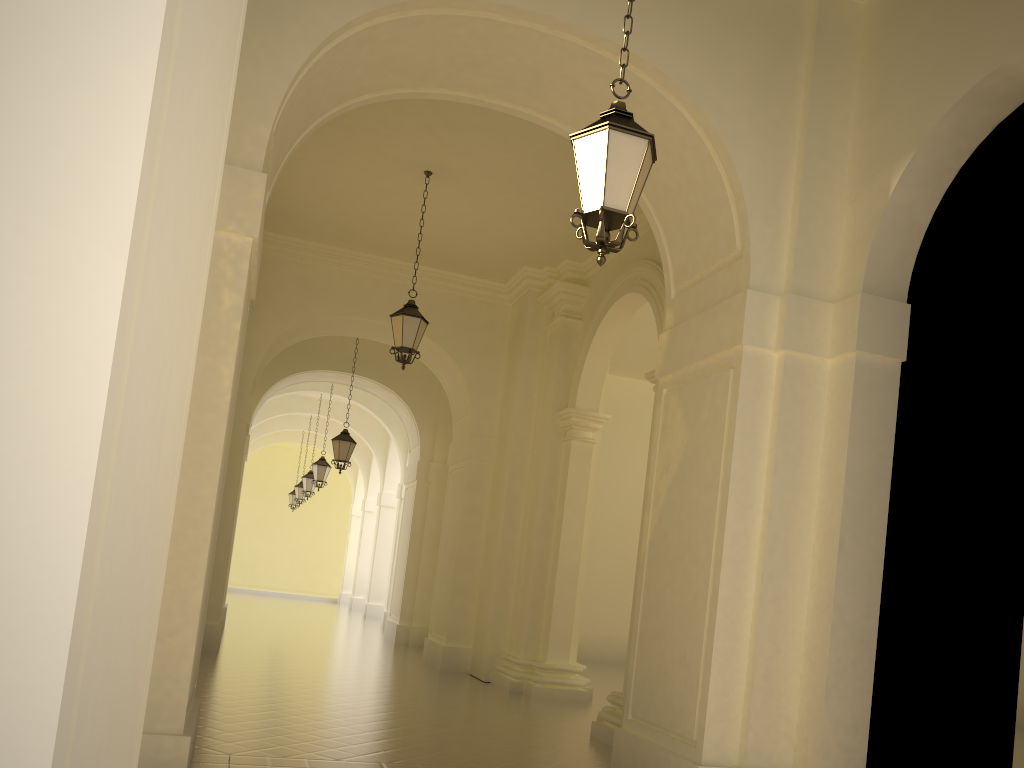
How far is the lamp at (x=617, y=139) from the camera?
4.7 meters

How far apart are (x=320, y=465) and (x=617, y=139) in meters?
18.0

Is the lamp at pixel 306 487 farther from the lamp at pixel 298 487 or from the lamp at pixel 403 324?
the lamp at pixel 403 324

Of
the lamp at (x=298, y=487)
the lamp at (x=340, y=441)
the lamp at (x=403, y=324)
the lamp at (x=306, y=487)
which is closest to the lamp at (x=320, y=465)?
the lamp at (x=306, y=487)

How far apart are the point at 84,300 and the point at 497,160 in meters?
10.2 m

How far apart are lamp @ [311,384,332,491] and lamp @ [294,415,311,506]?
7.6m

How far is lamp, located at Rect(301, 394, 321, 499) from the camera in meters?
25.3

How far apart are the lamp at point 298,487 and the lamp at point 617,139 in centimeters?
2543cm

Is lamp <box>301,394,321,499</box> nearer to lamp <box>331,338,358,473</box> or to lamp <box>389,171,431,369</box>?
lamp <box>331,338,358,473</box>

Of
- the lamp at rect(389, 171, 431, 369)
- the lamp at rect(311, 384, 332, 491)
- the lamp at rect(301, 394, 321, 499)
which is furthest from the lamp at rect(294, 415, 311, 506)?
the lamp at rect(389, 171, 431, 369)
